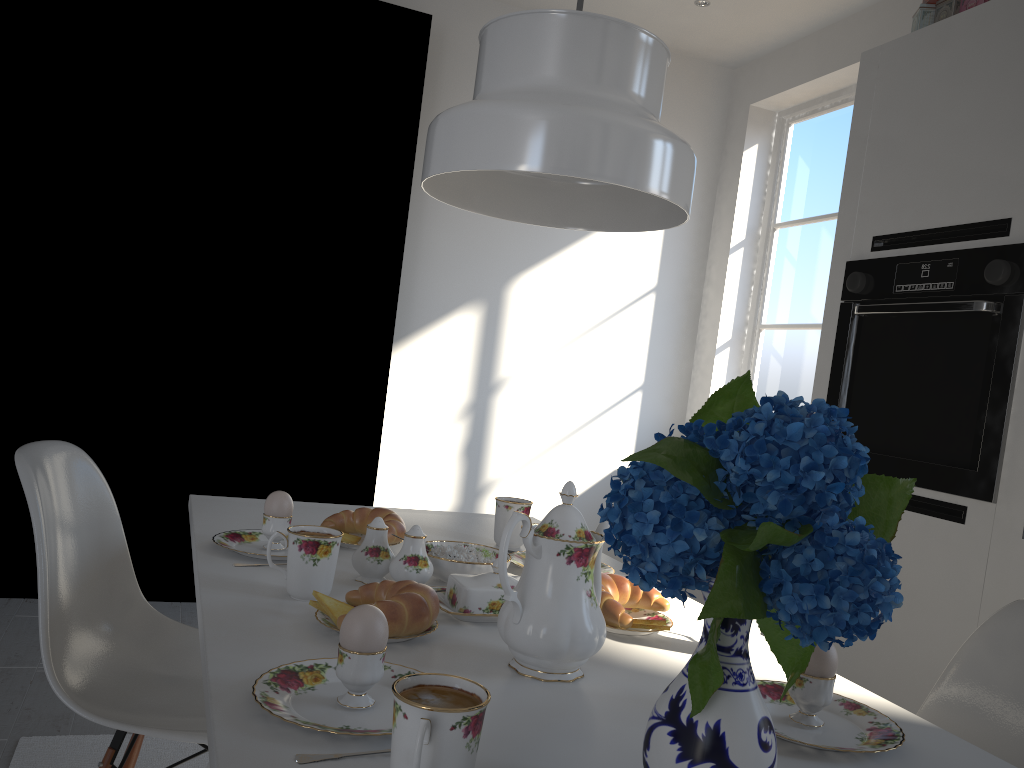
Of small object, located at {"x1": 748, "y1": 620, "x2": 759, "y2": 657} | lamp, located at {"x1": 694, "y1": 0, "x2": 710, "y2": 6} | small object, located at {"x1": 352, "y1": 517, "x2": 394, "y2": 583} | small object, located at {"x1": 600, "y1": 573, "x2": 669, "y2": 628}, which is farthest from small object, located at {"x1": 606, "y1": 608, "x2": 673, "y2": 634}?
lamp, located at {"x1": 694, "y1": 0, "x2": 710, "y2": 6}

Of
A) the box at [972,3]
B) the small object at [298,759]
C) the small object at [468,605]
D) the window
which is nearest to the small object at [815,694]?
the small object at [468,605]

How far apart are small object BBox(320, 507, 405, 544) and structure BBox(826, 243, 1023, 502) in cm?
139

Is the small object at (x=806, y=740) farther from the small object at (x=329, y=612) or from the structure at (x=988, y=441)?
the structure at (x=988, y=441)

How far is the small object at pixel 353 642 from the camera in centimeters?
84cm

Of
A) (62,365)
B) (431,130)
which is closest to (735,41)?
(62,365)

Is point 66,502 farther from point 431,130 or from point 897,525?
point 897,525

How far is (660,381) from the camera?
4.2 meters

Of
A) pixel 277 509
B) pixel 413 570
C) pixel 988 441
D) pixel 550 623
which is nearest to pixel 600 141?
pixel 550 623

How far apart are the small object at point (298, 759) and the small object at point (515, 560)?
0.86m
